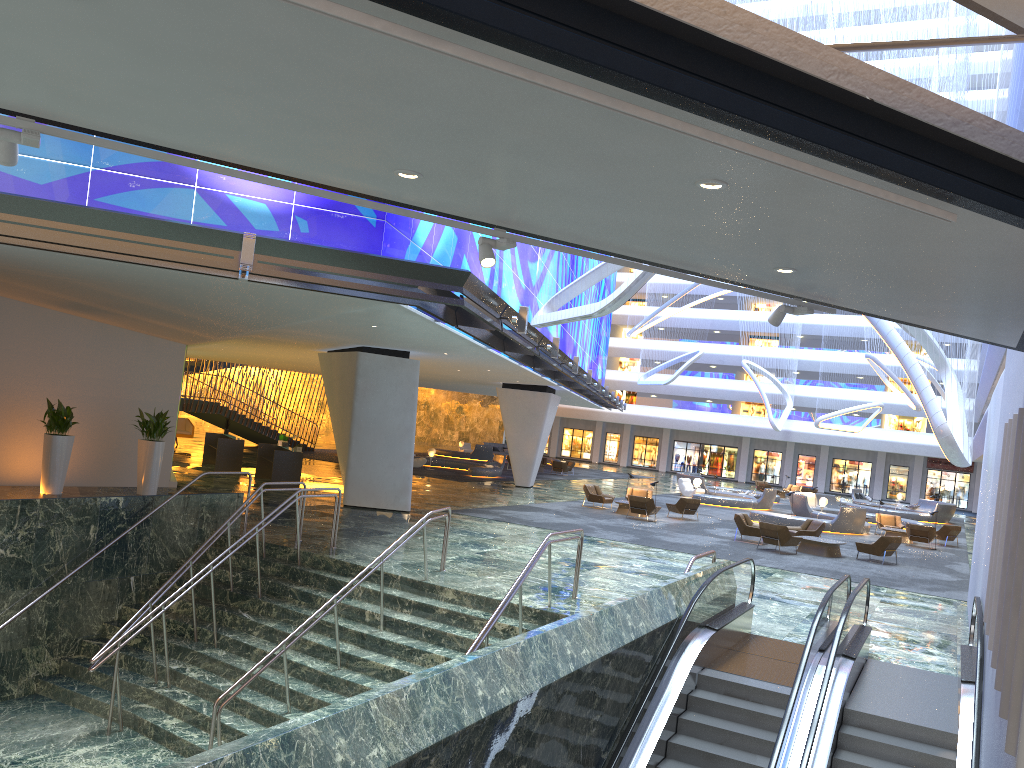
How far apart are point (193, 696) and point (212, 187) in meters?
7.4 m

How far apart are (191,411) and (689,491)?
22.62m

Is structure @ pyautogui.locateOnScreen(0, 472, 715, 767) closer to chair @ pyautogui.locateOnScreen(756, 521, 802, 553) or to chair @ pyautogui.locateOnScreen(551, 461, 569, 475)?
chair @ pyautogui.locateOnScreen(756, 521, 802, 553)

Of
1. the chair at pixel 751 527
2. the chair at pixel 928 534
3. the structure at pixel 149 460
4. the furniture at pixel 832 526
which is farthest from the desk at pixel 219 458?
the chair at pixel 928 534

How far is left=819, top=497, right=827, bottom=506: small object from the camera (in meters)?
36.05

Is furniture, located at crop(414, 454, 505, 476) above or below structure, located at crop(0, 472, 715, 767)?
above

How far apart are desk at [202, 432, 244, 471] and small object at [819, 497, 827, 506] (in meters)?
22.87

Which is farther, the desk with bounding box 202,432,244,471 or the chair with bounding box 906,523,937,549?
the chair with bounding box 906,523,937,549

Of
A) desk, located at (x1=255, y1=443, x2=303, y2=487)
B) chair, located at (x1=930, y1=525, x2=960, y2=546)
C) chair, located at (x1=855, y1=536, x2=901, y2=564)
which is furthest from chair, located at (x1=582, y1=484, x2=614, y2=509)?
chair, located at (x1=930, y1=525, x2=960, y2=546)

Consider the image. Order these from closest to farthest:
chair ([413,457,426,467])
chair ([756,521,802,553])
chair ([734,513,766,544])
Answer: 1. chair ([756,521,802,553])
2. chair ([734,513,766,544])
3. chair ([413,457,426,467])
